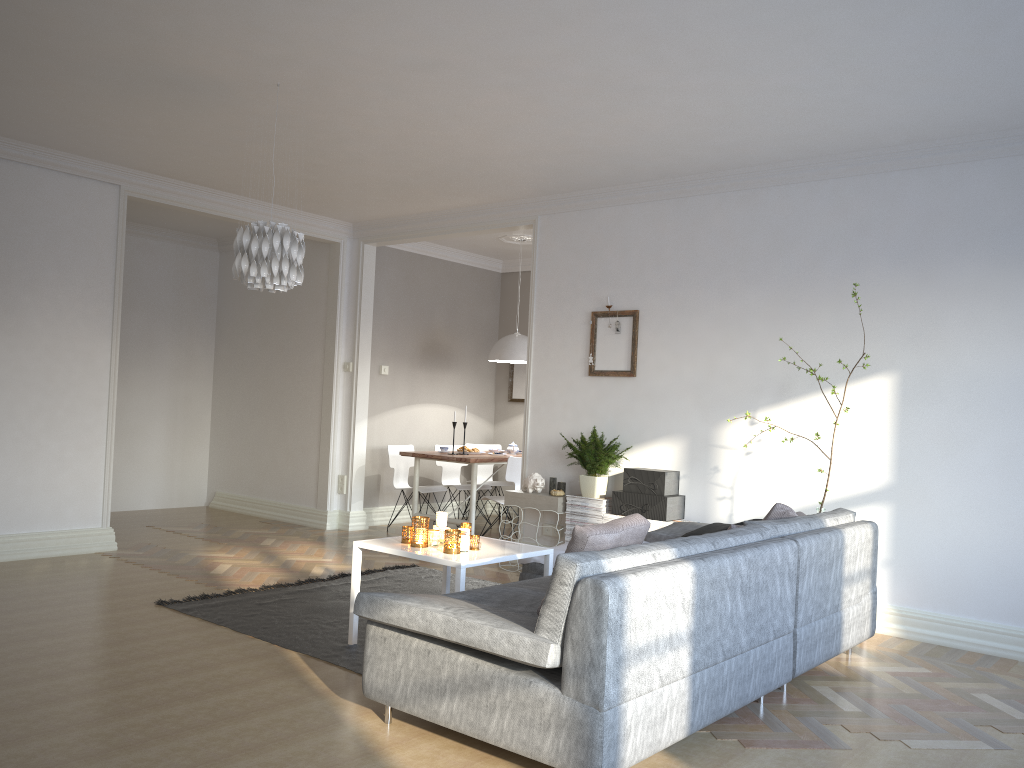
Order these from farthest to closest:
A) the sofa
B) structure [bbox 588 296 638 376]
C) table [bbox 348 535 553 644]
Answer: structure [bbox 588 296 638 376], table [bbox 348 535 553 644], the sofa

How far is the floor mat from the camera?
4.3 meters

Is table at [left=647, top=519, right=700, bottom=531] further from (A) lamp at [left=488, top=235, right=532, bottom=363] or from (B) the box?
(A) lamp at [left=488, top=235, right=532, bottom=363]

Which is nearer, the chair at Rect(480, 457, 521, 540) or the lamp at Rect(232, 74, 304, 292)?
the lamp at Rect(232, 74, 304, 292)

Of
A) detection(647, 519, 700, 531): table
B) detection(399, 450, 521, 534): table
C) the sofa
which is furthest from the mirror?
the sofa

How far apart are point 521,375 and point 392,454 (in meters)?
1.98

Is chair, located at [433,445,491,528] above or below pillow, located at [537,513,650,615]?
below

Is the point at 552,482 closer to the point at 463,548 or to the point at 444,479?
the point at 463,548

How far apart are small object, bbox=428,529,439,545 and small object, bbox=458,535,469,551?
0.2m

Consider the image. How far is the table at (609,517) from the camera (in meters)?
5.96
